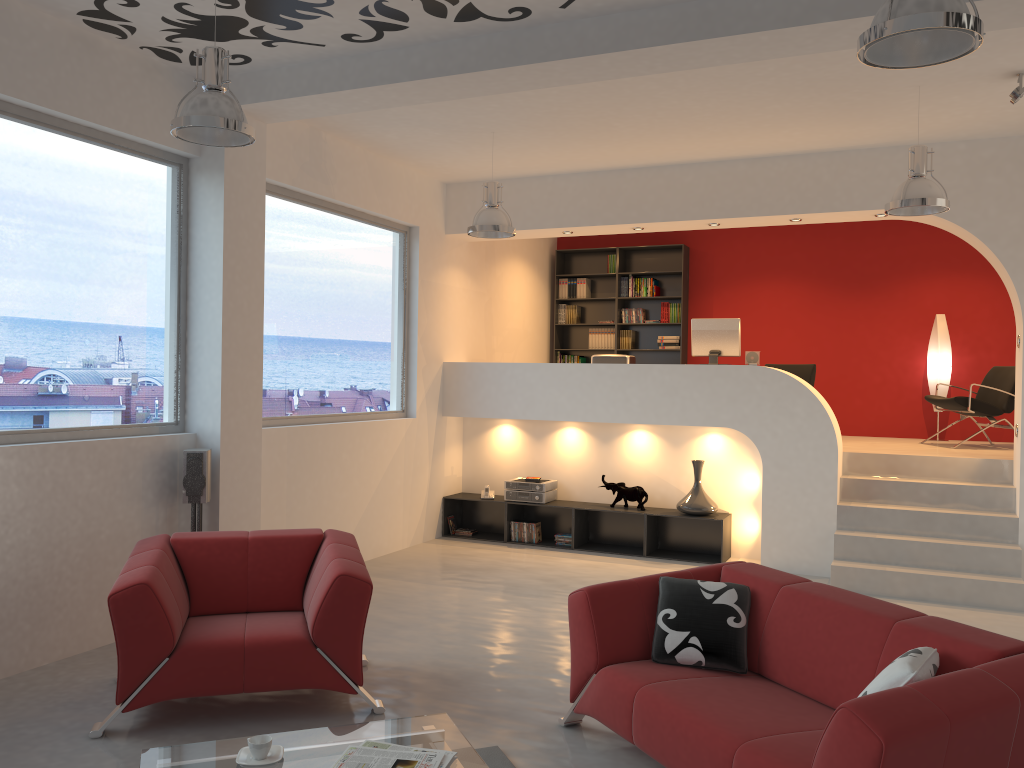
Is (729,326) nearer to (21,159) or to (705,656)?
(705,656)

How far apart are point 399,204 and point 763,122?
3.24m

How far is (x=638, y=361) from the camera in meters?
11.0 m

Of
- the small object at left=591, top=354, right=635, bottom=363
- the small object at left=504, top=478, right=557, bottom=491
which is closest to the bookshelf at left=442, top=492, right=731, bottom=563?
the small object at left=504, top=478, right=557, bottom=491

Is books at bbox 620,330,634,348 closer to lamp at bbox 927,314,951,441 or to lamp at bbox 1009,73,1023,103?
lamp at bbox 927,314,951,441

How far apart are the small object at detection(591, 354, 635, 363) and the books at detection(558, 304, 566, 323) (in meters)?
2.66

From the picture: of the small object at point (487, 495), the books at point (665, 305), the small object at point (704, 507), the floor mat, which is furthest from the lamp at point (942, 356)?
the floor mat

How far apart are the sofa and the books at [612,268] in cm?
714

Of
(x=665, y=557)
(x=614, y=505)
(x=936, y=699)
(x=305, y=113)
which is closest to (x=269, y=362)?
(x=305, y=113)

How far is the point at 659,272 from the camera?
10.6m
